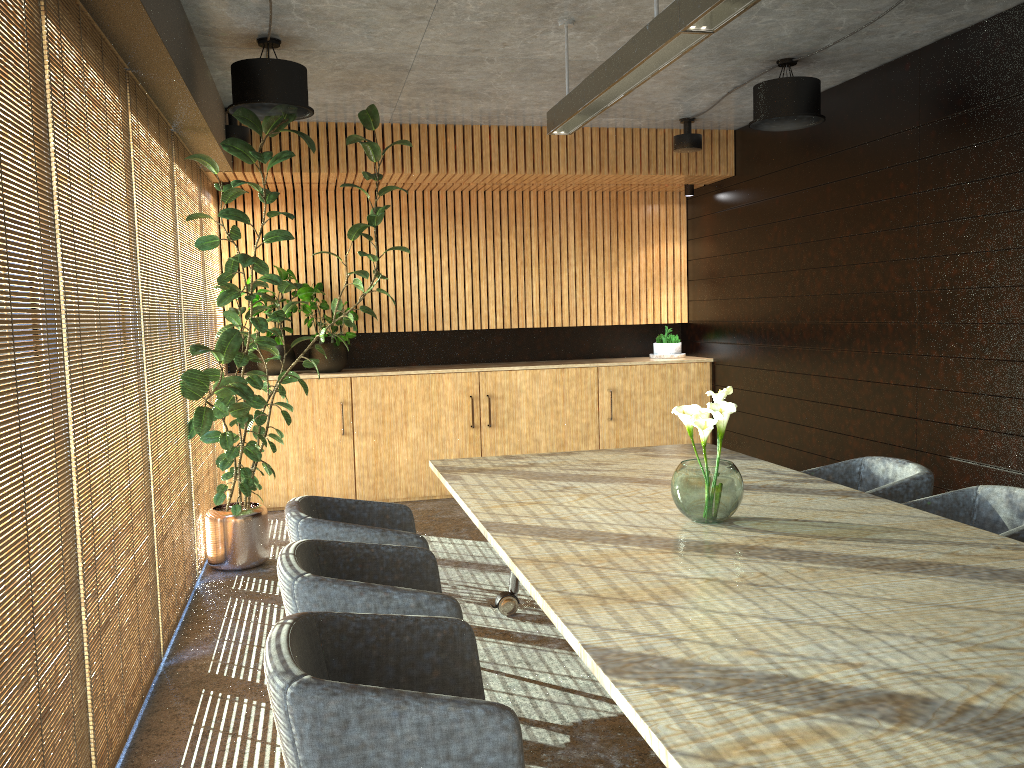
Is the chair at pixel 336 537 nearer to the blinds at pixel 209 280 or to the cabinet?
the blinds at pixel 209 280

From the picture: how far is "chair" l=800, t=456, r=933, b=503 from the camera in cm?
451

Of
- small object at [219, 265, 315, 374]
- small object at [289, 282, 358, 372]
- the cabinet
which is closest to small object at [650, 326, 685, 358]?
the cabinet

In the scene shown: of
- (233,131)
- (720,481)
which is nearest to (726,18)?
(720,481)

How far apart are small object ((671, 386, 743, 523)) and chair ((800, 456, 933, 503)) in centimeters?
121cm

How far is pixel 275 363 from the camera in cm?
838

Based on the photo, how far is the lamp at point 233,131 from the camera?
7.0m

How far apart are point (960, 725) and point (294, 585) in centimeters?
205cm

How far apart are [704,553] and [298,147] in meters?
5.8 m

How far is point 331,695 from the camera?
2.1m
